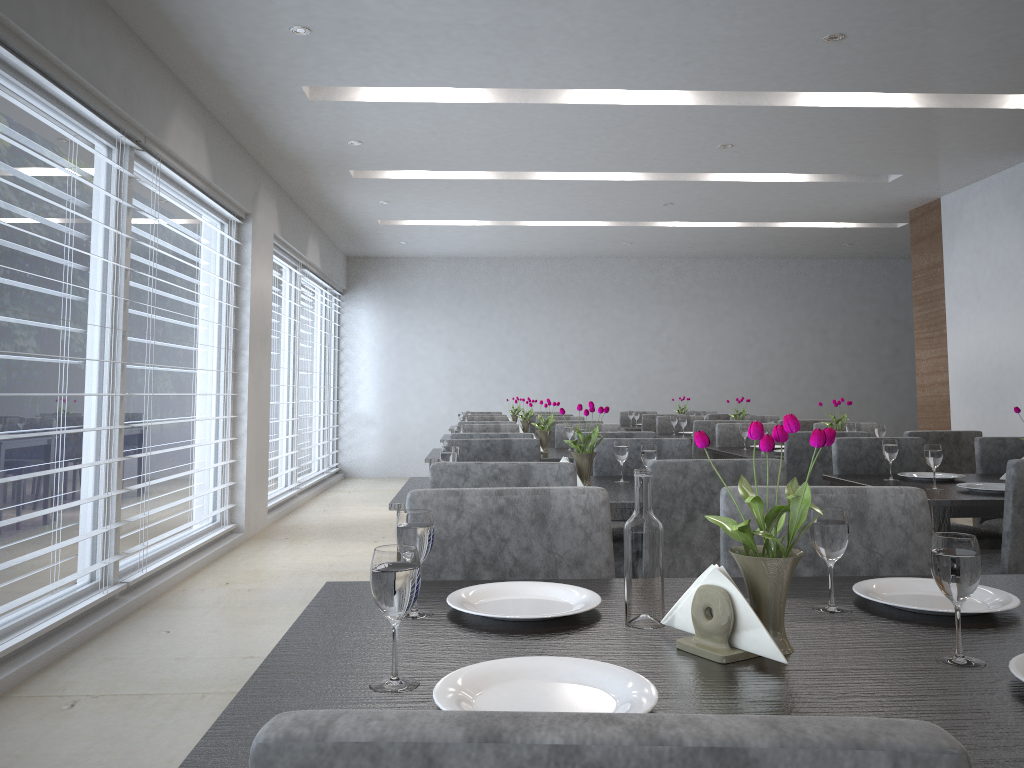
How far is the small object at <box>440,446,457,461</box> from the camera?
2.7m

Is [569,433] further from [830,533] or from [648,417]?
[830,533]

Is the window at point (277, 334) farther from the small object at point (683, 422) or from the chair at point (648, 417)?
the small object at point (683, 422)

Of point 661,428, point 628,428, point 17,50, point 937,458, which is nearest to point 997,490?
point 937,458

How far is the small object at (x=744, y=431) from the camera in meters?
4.7

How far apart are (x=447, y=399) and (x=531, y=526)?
8.50m

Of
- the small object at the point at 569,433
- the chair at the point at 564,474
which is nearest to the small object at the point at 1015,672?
the chair at the point at 564,474

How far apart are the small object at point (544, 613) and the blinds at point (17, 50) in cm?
231

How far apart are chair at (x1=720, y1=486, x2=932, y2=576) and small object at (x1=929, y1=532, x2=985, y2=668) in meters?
0.6 m

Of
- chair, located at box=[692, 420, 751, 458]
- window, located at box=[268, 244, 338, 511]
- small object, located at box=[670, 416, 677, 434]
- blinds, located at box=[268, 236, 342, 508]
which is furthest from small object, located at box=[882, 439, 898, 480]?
window, located at box=[268, 244, 338, 511]
